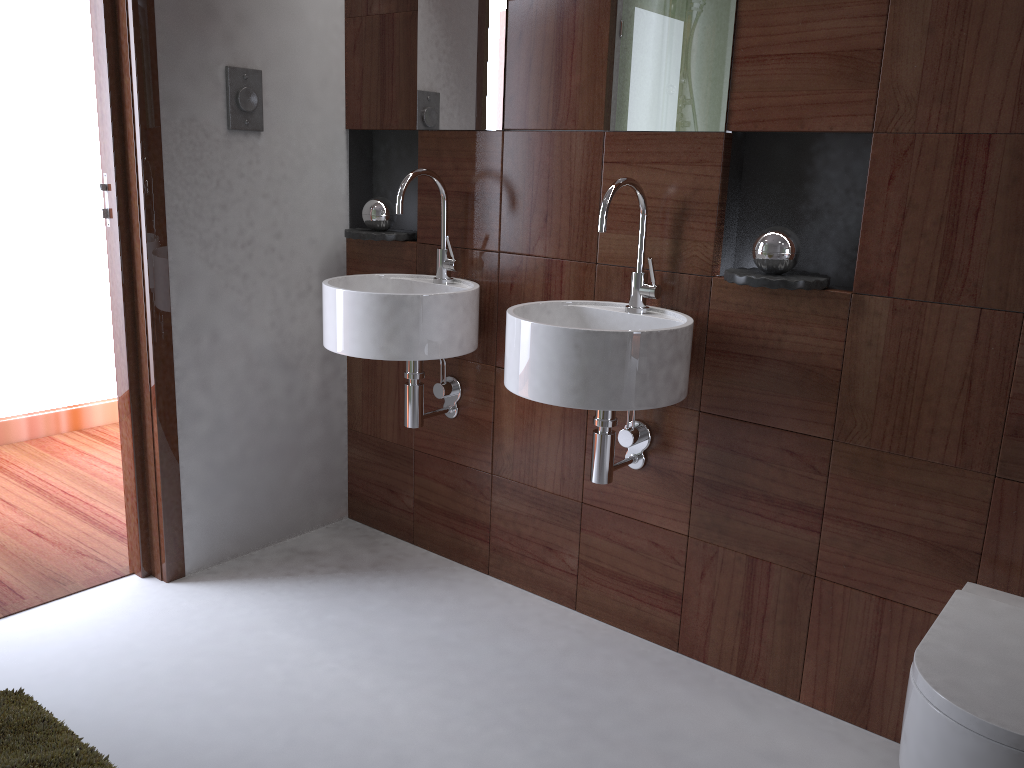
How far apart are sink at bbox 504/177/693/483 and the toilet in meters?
0.6

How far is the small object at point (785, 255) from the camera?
1.85m

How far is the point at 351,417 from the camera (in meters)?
2.91

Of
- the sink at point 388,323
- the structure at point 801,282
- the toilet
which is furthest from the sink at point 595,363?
the toilet

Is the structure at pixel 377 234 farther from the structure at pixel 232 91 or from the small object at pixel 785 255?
the structure at pixel 232 91

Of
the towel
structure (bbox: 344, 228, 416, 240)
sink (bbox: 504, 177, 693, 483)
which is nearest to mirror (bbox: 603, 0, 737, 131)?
sink (bbox: 504, 177, 693, 483)

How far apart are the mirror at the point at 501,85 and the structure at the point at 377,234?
0.31m

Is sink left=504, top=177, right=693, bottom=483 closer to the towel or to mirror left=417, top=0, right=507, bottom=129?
mirror left=417, top=0, right=507, bottom=129

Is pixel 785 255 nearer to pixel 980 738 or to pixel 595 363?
pixel 595 363

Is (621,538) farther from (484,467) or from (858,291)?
(858,291)
